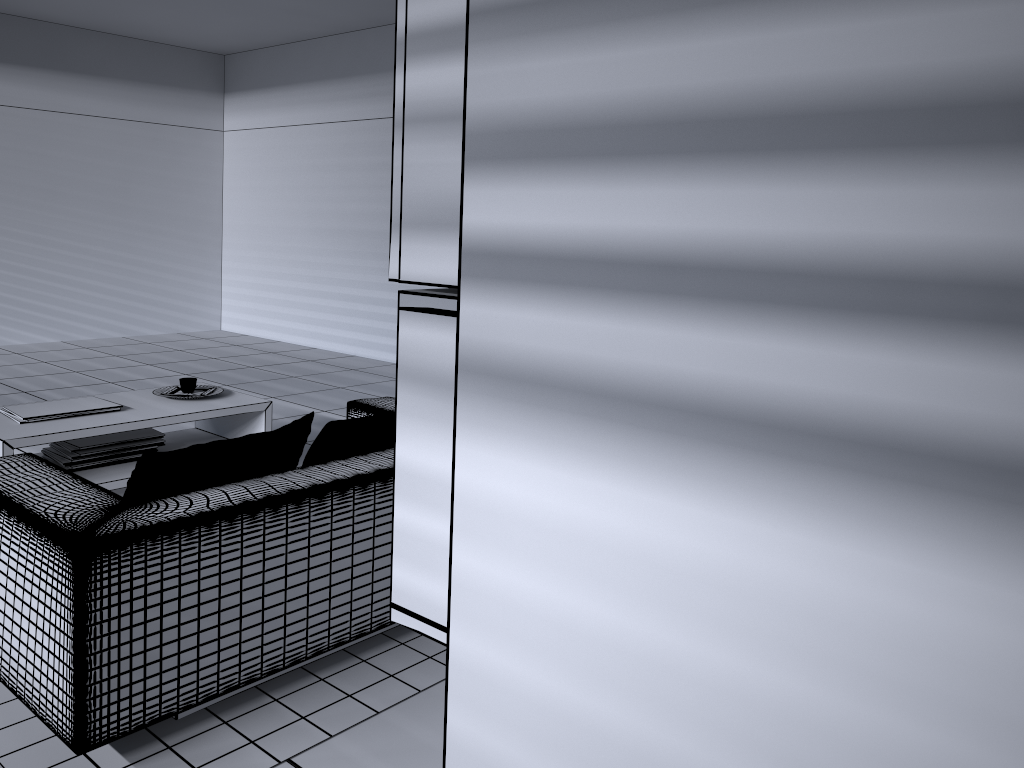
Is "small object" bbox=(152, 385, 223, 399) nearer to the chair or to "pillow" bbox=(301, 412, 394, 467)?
the chair

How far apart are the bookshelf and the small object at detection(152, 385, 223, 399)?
3.53m

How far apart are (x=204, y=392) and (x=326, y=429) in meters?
1.9 m

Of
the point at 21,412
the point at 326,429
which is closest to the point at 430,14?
the point at 326,429

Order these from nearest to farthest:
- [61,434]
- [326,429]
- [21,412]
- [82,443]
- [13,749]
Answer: [13,749], [326,429], [61,434], [21,412], [82,443]

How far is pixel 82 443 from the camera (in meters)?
3.92

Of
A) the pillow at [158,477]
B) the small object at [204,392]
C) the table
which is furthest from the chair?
the small object at [204,392]

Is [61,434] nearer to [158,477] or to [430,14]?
[158,477]

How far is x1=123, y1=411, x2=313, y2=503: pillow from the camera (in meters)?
2.31

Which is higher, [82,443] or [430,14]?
[430,14]
